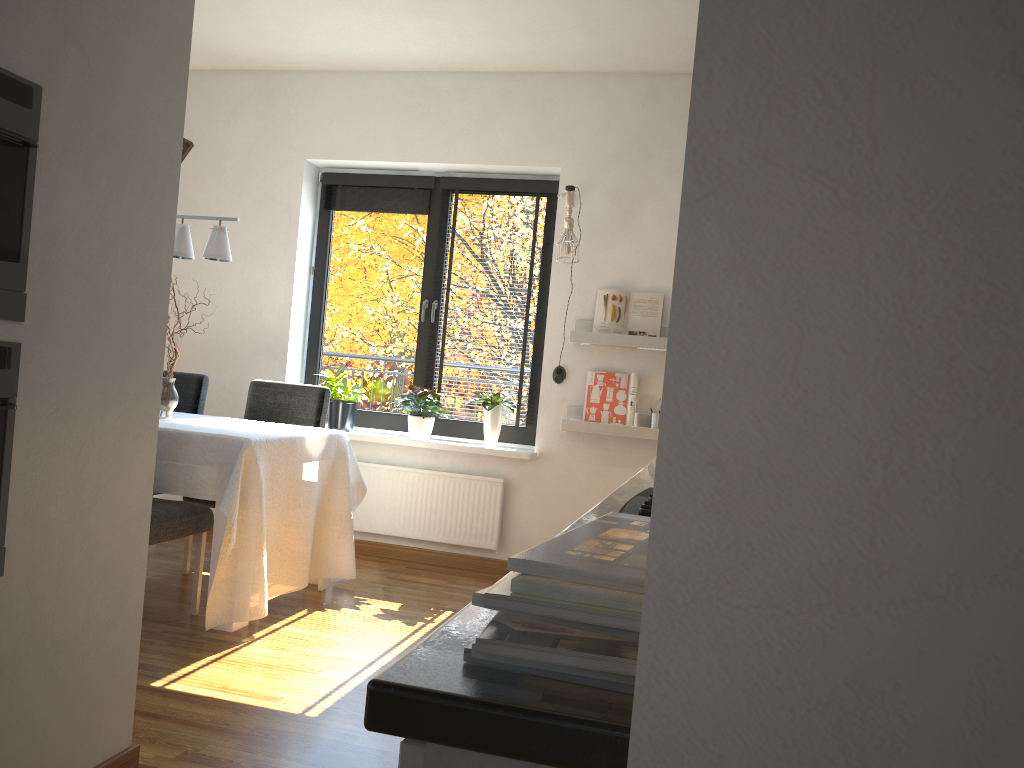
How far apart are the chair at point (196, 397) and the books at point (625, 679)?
4.4 meters

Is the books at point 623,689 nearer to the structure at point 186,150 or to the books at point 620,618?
the books at point 620,618

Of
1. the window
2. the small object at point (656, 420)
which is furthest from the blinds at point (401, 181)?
the small object at point (656, 420)

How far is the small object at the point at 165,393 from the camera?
4.0 meters

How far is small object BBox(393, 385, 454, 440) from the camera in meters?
4.9 m

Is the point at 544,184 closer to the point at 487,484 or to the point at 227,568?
the point at 487,484

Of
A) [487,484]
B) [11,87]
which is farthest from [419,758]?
[487,484]

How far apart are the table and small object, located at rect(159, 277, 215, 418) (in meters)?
0.07

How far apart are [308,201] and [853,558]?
5.25m

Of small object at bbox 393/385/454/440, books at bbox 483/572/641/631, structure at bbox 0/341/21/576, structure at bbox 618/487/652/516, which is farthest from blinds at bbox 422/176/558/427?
books at bbox 483/572/641/631
